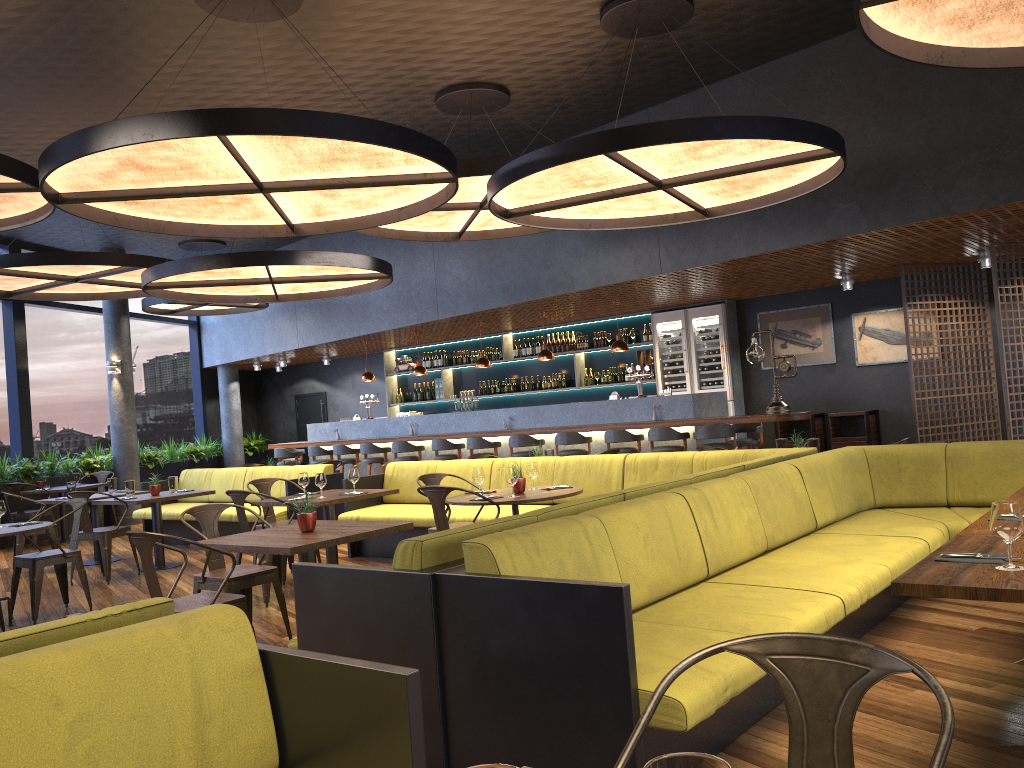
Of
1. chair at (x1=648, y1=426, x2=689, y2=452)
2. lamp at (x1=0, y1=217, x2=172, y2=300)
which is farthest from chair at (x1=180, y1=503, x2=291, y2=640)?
chair at (x1=648, y1=426, x2=689, y2=452)

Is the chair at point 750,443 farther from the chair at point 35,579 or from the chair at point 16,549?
the chair at point 16,549

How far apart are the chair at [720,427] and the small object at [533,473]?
3.8 meters

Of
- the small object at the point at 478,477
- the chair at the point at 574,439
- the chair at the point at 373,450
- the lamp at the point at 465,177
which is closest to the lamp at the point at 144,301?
the chair at the point at 373,450

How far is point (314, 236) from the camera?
14.6m

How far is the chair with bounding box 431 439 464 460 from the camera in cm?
1241

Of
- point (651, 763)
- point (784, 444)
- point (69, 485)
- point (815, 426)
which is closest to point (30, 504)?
point (69, 485)

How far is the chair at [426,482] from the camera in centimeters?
700cm

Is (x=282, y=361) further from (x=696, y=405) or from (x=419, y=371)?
(x=696, y=405)

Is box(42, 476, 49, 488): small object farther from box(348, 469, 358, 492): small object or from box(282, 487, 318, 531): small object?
box(282, 487, 318, 531): small object
